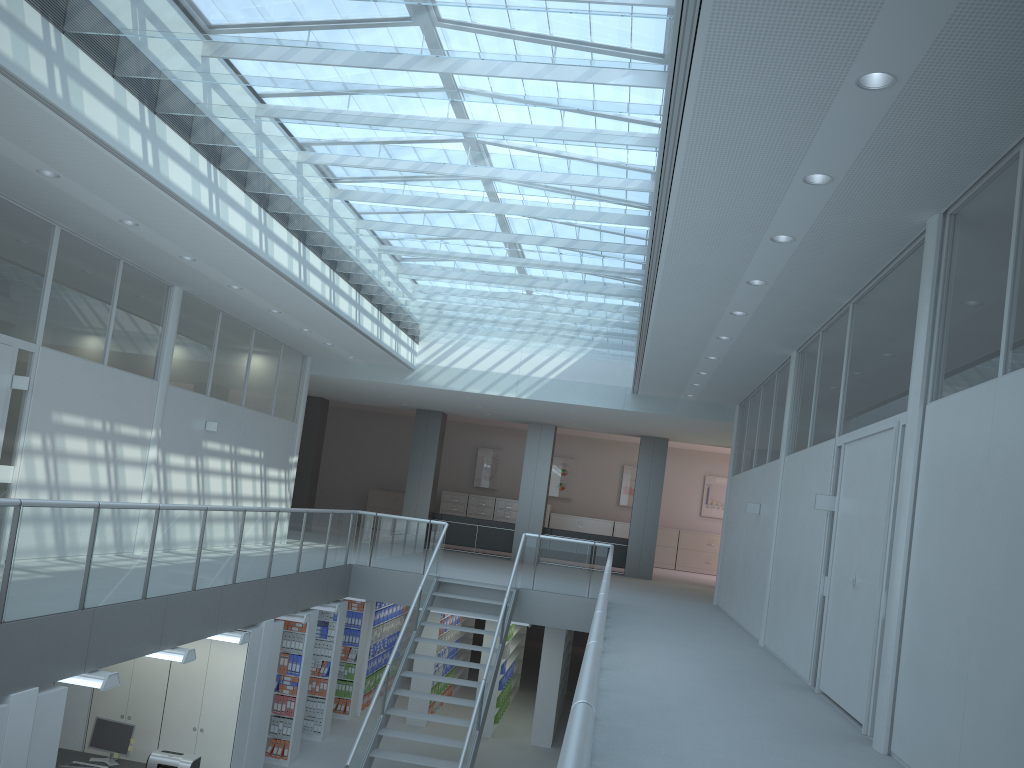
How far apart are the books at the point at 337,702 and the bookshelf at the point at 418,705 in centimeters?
91cm

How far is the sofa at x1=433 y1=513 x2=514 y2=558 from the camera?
18.0m

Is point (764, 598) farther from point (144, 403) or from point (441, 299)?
point (144, 403)

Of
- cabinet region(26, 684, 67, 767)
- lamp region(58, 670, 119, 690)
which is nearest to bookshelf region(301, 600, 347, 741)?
lamp region(58, 670, 119, 690)

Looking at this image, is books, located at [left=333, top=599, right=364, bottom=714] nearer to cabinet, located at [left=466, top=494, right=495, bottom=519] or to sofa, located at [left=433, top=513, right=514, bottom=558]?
sofa, located at [left=433, top=513, right=514, bottom=558]

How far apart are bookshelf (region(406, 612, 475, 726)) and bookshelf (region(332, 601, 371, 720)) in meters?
0.8 m

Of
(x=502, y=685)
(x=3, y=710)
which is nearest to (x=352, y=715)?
(x=502, y=685)

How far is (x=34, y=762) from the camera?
5.5 meters

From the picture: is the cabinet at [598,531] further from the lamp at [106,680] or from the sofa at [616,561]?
the lamp at [106,680]

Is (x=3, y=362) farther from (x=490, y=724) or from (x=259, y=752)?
(x=490, y=724)
